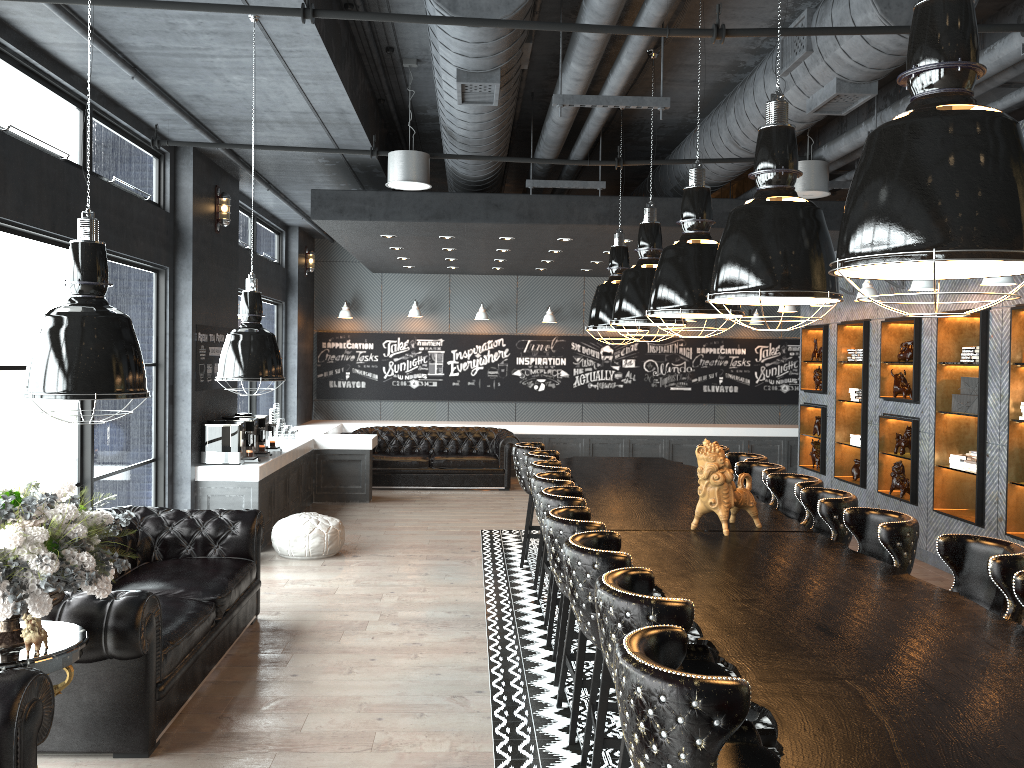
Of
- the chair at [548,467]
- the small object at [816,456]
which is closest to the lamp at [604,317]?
the chair at [548,467]

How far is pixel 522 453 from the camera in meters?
8.0 m

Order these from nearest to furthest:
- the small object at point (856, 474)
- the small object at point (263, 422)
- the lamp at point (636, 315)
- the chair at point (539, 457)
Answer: the lamp at point (636, 315) → the chair at point (539, 457) → the small object at point (263, 422) → the small object at point (856, 474)

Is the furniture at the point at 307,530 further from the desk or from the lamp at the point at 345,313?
the lamp at the point at 345,313

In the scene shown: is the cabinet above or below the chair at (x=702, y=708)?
below

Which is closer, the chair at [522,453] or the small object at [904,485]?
the chair at [522,453]

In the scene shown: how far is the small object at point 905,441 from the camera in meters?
8.8 m

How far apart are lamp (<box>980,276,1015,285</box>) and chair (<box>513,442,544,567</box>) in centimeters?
381cm

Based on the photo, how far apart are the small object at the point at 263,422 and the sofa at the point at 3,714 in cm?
643

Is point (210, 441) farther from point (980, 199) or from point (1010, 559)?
point (980, 199)
